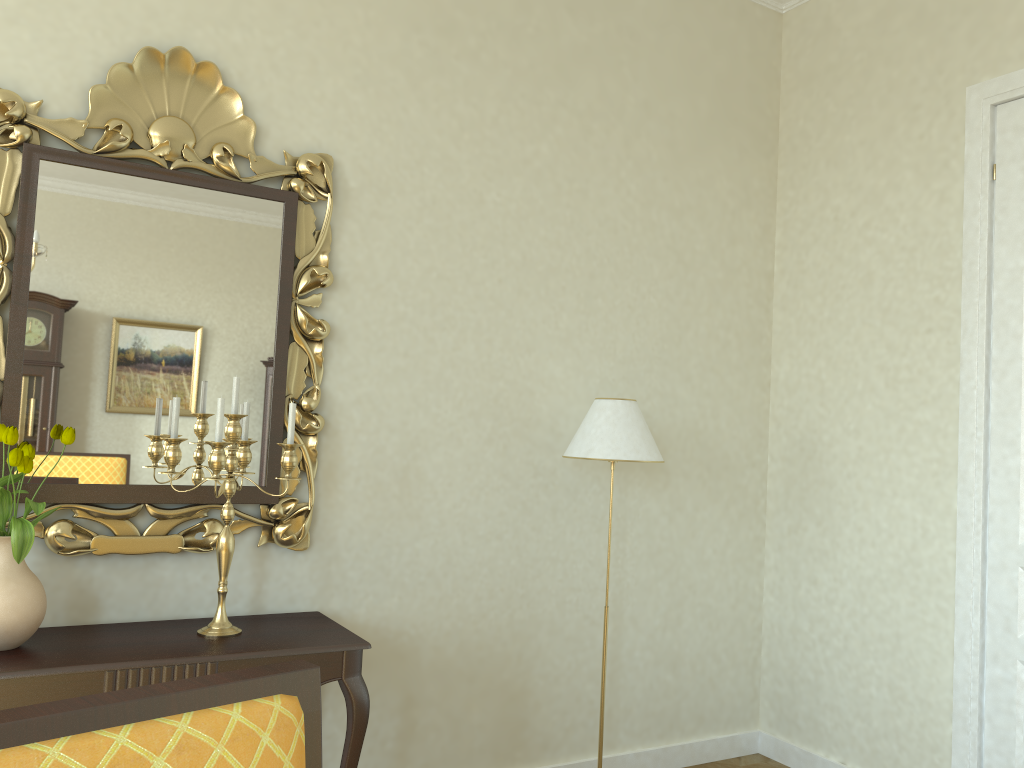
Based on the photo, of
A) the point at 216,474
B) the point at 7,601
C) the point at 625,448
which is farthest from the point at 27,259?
the point at 625,448

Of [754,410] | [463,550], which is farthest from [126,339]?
[754,410]

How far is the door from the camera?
3.1m

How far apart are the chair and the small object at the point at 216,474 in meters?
1.4 m

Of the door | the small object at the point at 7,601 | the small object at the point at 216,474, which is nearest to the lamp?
the small object at the point at 216,474

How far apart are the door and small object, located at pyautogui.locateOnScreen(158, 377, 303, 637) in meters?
2.5

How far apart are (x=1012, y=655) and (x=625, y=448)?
1.55m

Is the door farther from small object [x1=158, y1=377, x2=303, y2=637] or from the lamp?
small object [x1=158, y1=377, x2=303, y2=637]

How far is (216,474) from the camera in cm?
246

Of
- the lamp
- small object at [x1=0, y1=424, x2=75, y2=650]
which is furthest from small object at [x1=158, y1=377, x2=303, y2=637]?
the lamp
